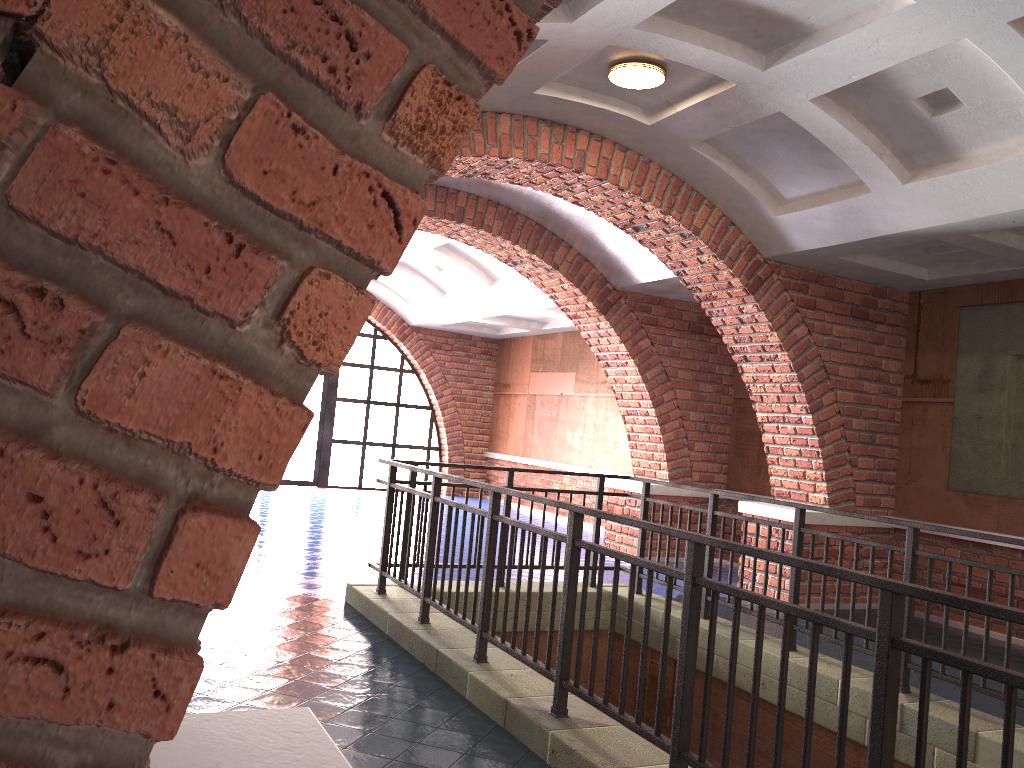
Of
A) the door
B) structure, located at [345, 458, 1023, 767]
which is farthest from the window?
structure, located at [345, 458, 1023, 767]

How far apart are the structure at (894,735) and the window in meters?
9.2 m

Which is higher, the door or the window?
the window

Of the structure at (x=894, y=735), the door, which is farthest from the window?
the structure at (x=894, y=735)

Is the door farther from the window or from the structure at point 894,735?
the structure at point 894,735

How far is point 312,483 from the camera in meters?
15.5 m

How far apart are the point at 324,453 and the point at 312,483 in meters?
0.6 m

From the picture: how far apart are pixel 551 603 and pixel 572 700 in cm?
49

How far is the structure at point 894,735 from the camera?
2.39m

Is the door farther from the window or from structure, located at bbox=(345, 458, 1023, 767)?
structure, located at bbox=(345, 458, 1023, 767)
